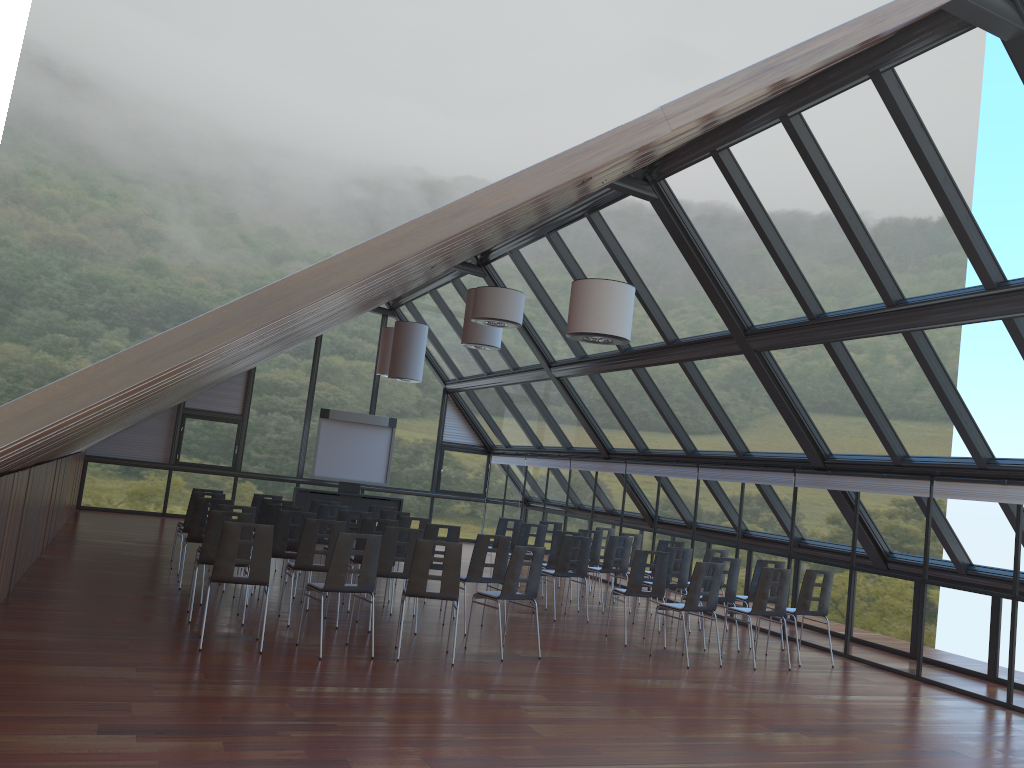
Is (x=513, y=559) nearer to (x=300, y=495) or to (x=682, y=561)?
(x=682, y=561)

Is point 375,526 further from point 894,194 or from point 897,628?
point 894,194

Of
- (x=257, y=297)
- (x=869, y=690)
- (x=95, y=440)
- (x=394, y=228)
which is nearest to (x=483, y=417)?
(x=95, y=440)

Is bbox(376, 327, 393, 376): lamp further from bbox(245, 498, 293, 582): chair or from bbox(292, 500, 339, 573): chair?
bbox(245, 498, 293, 582): chair

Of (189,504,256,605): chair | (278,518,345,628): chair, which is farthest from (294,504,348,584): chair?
(278,518,345,628): chair

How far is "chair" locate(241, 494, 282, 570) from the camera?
14.1m

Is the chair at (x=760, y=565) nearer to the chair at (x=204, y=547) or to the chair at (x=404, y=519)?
the chair at (x=404, y=519)

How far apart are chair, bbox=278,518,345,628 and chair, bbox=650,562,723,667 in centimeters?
385cm

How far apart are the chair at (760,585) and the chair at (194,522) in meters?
6.8

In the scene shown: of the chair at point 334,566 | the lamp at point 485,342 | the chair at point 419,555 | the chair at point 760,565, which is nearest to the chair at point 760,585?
the chair at point 760,565
